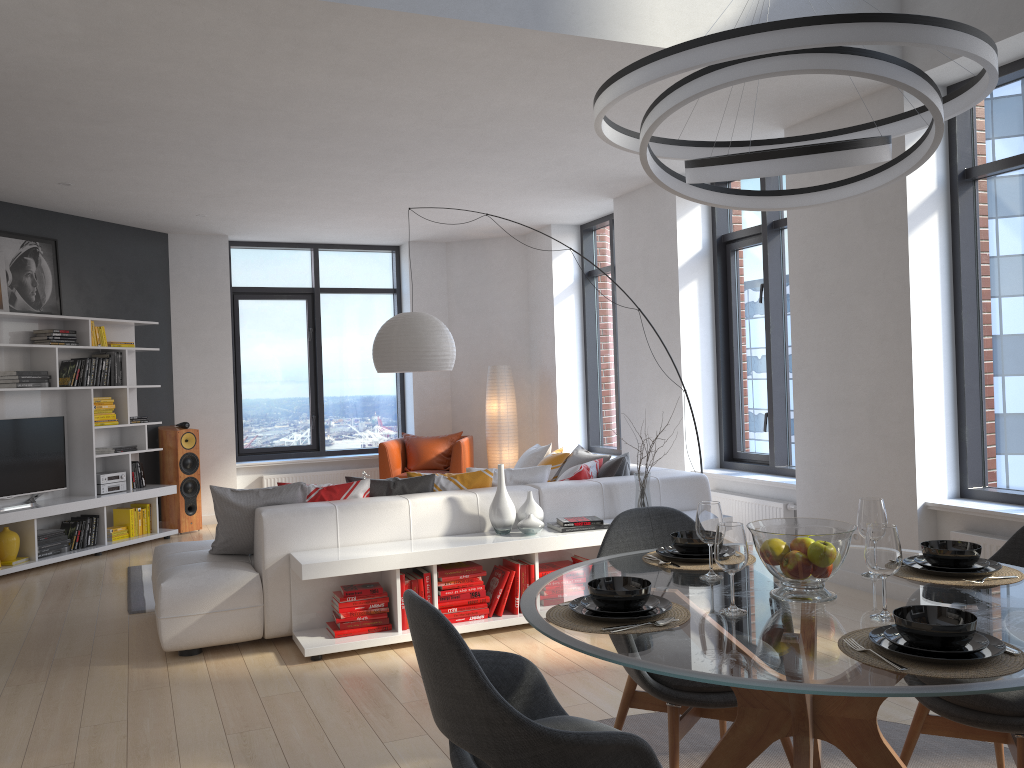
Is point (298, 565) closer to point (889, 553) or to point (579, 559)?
point (579, 559)

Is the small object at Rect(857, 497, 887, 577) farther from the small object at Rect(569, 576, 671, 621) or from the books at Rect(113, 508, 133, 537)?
the books at Rect(113, 508, 133, 537)

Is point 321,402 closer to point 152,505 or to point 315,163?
point 152,505

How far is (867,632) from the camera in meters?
2.0

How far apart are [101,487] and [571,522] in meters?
4.8 m

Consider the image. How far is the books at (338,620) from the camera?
4.6 meters

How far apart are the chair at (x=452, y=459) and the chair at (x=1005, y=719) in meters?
6.3

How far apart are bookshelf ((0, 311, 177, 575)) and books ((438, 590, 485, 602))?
4.0m

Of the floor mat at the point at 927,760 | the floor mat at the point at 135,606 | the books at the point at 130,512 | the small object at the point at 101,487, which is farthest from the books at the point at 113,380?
the floor mat at the point at 927,760

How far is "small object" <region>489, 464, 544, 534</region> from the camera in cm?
496
